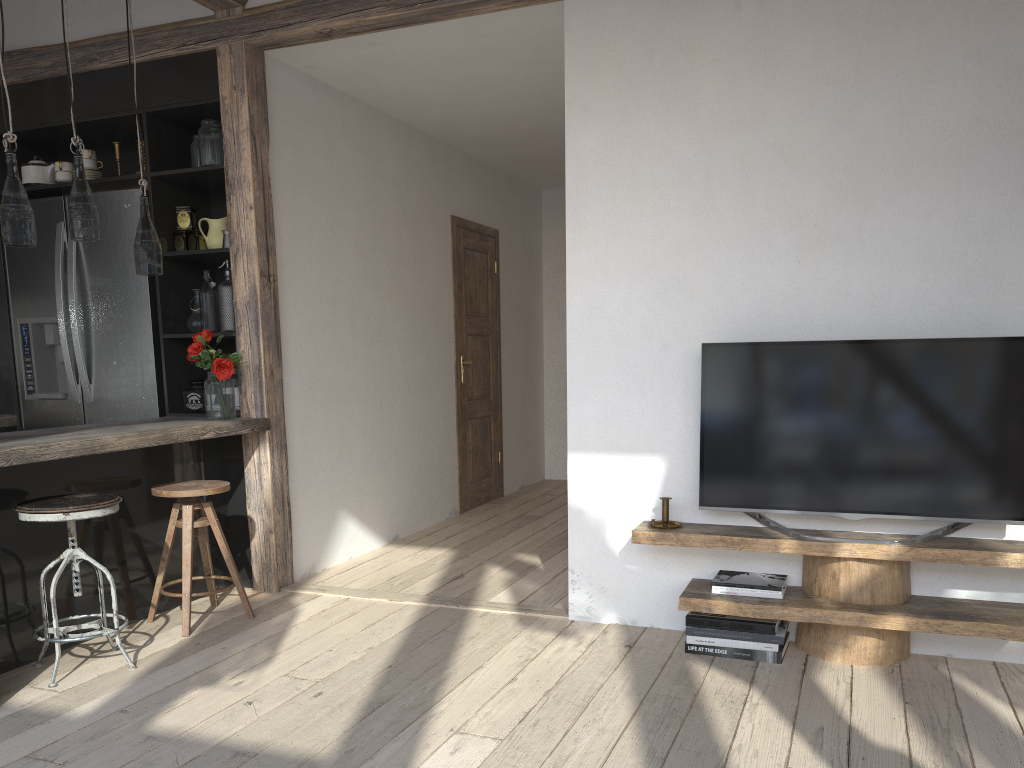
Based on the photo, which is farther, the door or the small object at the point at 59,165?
the door

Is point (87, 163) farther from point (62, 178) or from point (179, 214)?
point (179, 214)

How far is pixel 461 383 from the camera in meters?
6.3

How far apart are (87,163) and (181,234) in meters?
0.6 m

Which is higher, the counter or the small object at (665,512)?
the counter

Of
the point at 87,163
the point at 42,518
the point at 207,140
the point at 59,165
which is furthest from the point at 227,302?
the point at 42,518

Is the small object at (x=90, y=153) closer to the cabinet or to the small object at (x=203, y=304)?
the cabinet

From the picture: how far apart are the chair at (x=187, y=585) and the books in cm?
184

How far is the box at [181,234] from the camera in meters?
4.4

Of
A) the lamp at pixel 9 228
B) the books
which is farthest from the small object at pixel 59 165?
the books
